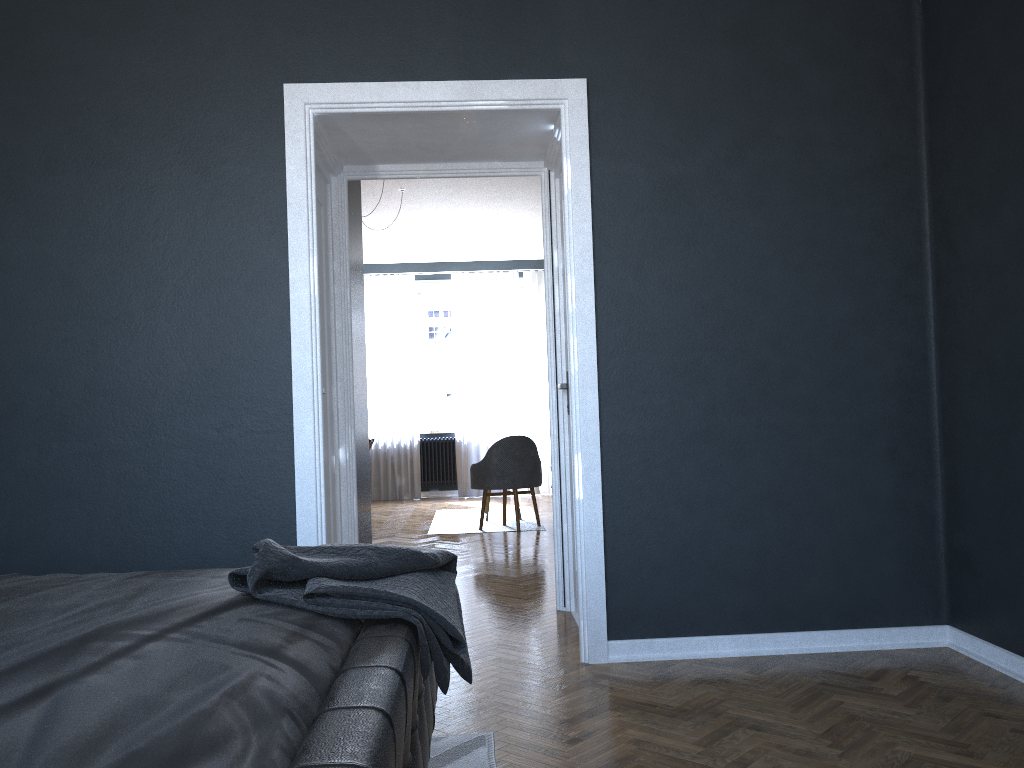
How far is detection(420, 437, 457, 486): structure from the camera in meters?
10.9 m

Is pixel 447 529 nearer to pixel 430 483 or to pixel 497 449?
pixel 497 449

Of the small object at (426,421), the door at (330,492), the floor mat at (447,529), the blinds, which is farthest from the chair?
the small object at (426,421)

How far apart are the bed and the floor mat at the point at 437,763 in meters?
0.2 m

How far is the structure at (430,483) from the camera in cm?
1089

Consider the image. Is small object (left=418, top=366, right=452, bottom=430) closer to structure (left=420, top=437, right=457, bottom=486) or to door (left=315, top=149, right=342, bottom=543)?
structure (left=420, top=437, right=457, bottom=486)

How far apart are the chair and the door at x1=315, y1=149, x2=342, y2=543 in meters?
3.3 m

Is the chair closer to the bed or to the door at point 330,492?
the door at point 330,492

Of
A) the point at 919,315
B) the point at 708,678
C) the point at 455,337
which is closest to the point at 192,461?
the point at 708,678

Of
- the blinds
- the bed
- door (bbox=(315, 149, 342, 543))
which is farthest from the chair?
the bed
